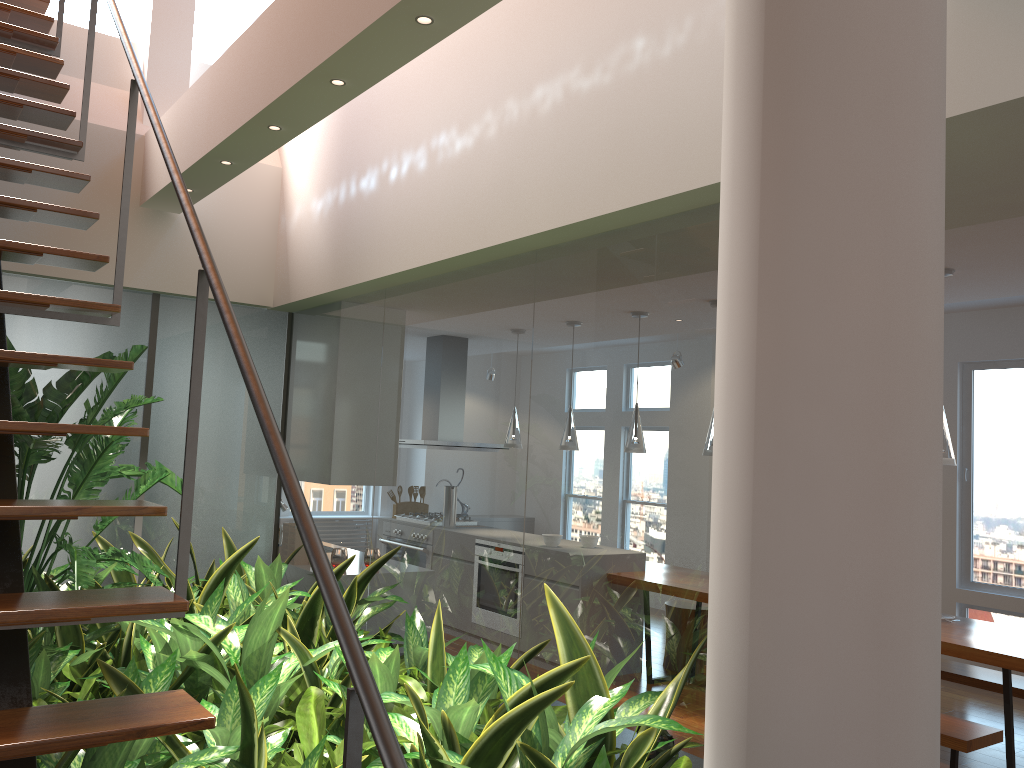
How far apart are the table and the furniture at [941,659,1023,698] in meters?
0.3 m

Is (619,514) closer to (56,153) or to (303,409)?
(56,153)

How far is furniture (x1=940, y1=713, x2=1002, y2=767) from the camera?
3.7m

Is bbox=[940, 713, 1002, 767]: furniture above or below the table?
below

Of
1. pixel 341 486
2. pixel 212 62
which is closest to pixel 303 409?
pixel 341 486

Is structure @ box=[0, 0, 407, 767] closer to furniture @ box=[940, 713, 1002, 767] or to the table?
furniture @ box=[940, 713, 1002, 767]

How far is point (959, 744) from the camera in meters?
3.7

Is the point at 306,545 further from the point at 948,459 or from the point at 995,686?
the point at 995,686

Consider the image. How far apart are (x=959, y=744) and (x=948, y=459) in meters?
1.3

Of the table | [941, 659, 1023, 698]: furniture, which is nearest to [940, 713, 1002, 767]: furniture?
the table
